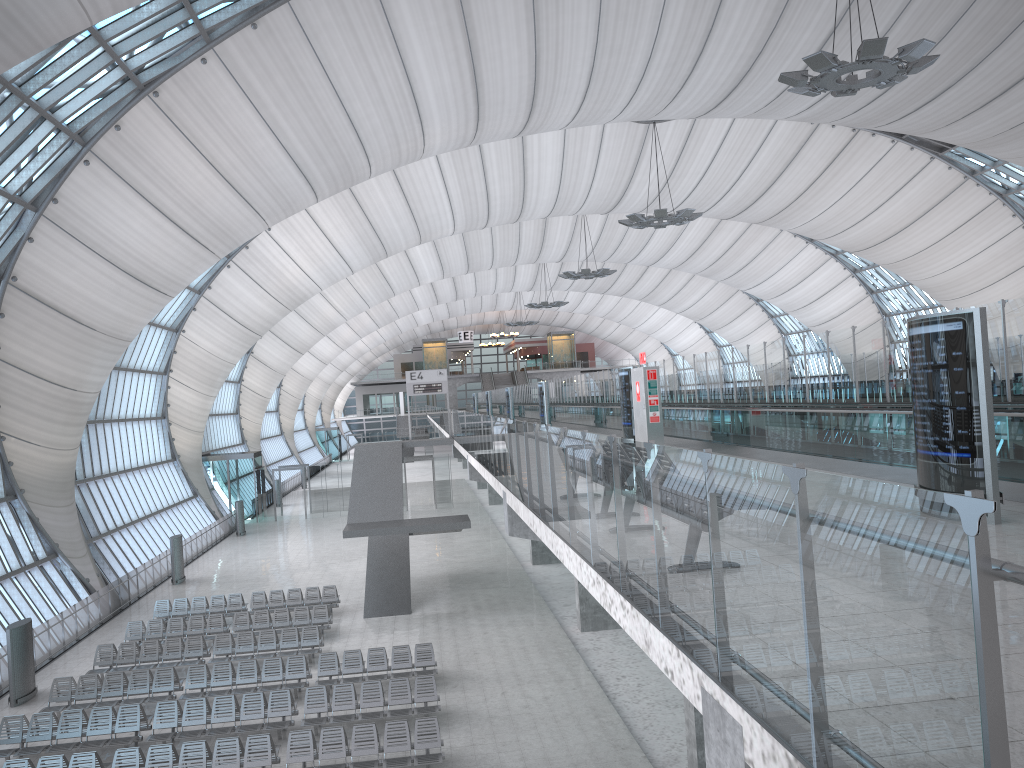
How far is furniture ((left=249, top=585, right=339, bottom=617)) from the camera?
27.04m

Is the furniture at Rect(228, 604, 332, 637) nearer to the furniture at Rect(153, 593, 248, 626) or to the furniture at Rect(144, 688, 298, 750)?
the furniture at Rect(153, 593, 248, 626)

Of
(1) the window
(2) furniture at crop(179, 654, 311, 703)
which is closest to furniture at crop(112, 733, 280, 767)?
(2) furniture at crop(179, 654, 311, 703)

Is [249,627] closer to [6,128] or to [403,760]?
[403,760]

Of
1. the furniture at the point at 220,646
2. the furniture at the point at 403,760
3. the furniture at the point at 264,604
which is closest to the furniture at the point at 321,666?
the furniture at the point at 220,646

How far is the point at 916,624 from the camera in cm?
237

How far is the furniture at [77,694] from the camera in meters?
19.1

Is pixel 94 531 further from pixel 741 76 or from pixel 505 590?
pixel 741 76

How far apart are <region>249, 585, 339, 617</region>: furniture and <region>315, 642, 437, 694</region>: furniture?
6.3m

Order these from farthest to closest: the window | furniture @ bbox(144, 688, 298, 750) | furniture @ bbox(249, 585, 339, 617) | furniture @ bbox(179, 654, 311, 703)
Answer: furniture @ bbox(249, 585, 339, 617) → the window → furniture @ bbox(179, 654, 311, 703) → furniture @ bbox(144, 688, 298, 750)
